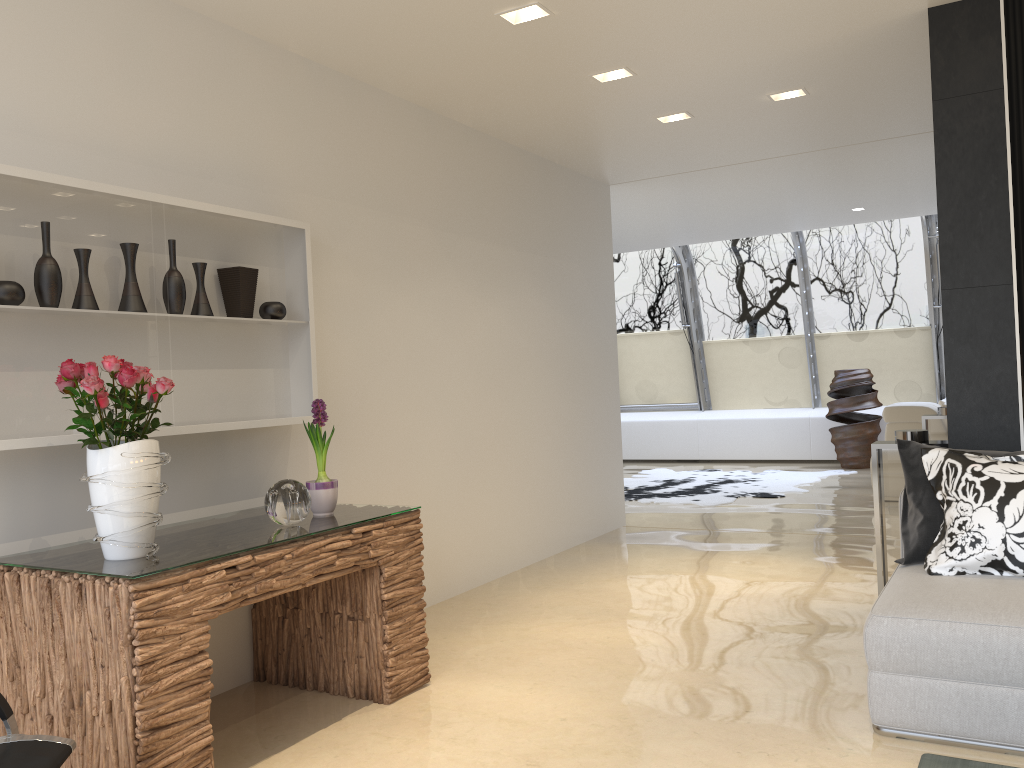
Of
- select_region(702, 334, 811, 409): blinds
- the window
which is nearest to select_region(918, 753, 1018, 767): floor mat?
the window

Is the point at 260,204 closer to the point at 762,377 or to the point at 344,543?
the point at 344,543

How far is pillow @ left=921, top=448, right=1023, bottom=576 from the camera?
3.2m

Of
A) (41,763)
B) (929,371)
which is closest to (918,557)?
(41,763)

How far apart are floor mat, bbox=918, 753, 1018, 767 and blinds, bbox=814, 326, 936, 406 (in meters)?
9.50

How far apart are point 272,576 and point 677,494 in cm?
679

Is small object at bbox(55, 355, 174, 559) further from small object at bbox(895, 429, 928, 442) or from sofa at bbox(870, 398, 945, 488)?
sofa at bbox(870, 398, 945, 488)

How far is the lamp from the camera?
3.9m

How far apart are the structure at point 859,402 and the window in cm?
65

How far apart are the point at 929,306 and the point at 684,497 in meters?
4.6 m
